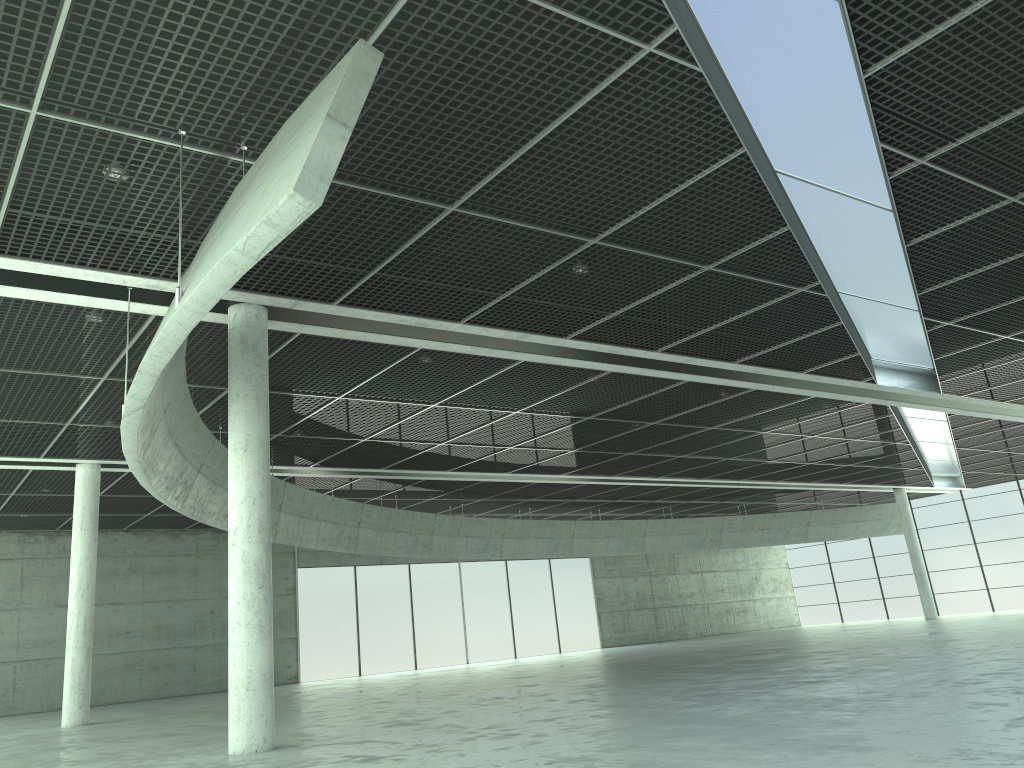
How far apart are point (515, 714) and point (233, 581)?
9.7m

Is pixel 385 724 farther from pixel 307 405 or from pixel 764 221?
pixel 764 221

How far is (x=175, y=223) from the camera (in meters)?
22.38
